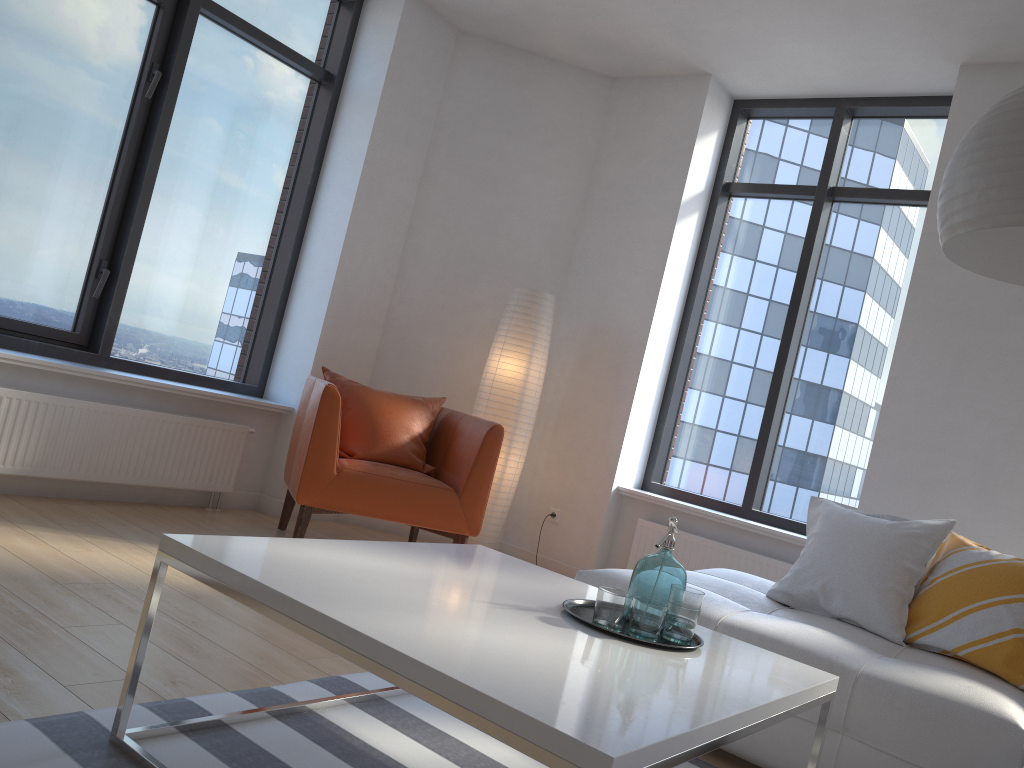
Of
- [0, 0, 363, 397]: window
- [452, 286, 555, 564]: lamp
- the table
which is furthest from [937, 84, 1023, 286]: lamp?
[0, 0, 363, 397]: window

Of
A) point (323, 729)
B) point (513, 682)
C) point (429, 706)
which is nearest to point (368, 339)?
point (429, 706)

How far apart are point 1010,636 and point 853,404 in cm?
220

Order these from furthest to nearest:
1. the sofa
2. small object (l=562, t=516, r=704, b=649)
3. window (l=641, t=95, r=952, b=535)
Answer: window (l=641, t=95, r=952, b=535)
the sofa
small object (l=562, t=516, r=704, b=649)

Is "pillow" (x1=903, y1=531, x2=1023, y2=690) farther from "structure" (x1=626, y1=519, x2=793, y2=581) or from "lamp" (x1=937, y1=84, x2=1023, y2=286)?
"structure" (x1=626, y1=519, x2=793, y2=581)

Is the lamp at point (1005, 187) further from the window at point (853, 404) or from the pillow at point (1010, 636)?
the window at point (853, 404)

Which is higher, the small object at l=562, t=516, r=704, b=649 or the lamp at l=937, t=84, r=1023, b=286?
the lamp at l=937, t=84, r=1023, b=286

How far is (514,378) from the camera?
4.8m

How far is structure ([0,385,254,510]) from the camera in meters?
3.7

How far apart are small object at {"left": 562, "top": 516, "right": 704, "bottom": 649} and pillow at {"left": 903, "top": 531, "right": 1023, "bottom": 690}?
1.2 meters
